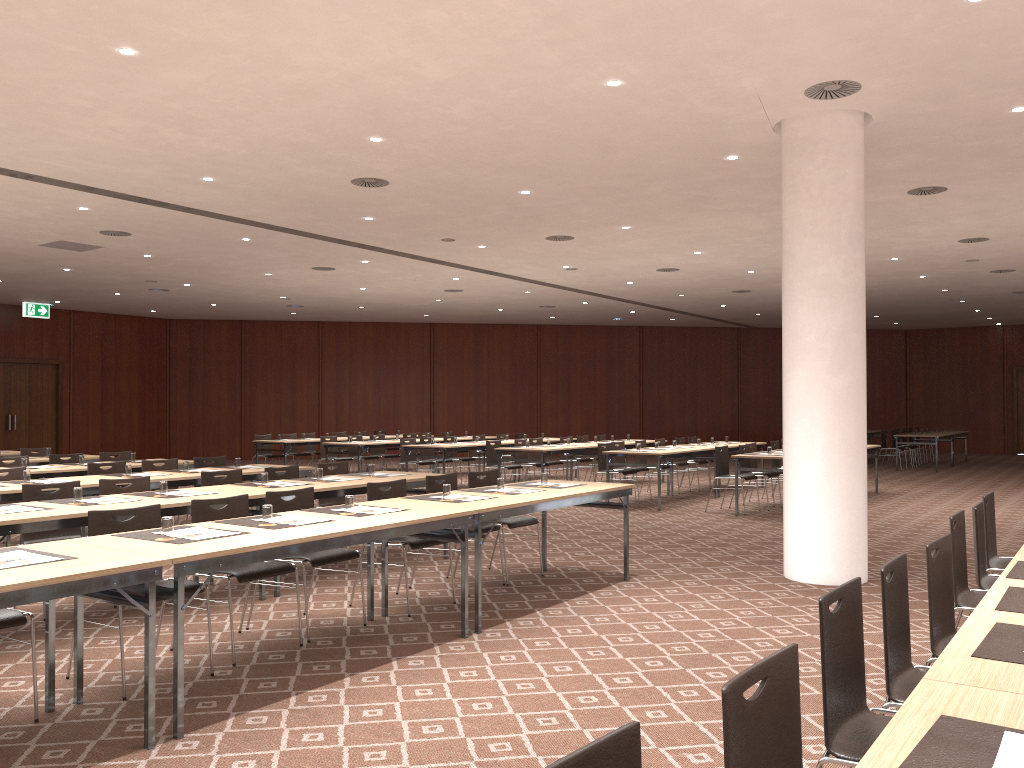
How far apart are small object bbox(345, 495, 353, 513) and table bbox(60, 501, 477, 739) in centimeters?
20cm

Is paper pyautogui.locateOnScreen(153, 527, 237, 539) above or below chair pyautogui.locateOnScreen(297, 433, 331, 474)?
above

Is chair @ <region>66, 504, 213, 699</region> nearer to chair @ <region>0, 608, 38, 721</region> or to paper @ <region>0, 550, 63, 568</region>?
chair @ <region>0, 608, 38, 721</region>

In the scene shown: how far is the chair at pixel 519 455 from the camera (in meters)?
15.43

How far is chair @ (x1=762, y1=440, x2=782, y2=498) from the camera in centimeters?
1449cm

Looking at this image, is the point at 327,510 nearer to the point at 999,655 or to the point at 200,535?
the point at 200,535

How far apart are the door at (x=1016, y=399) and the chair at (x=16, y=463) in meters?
27.1 m

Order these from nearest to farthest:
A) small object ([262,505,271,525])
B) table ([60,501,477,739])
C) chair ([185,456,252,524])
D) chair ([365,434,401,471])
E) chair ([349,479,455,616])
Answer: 1. table ([60,501,477,739])
2. small object ([262,505,271,525])
3. chair ([349,479,455,616])
4. chair ([185,456,252,524])
5. chair ([365,434,401,471])

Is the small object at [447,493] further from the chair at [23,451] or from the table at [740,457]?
the chair at [23,451]

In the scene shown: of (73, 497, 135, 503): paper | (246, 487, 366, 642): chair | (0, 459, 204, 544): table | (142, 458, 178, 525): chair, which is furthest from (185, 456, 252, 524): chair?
(246, 487, 366, 642): chair
